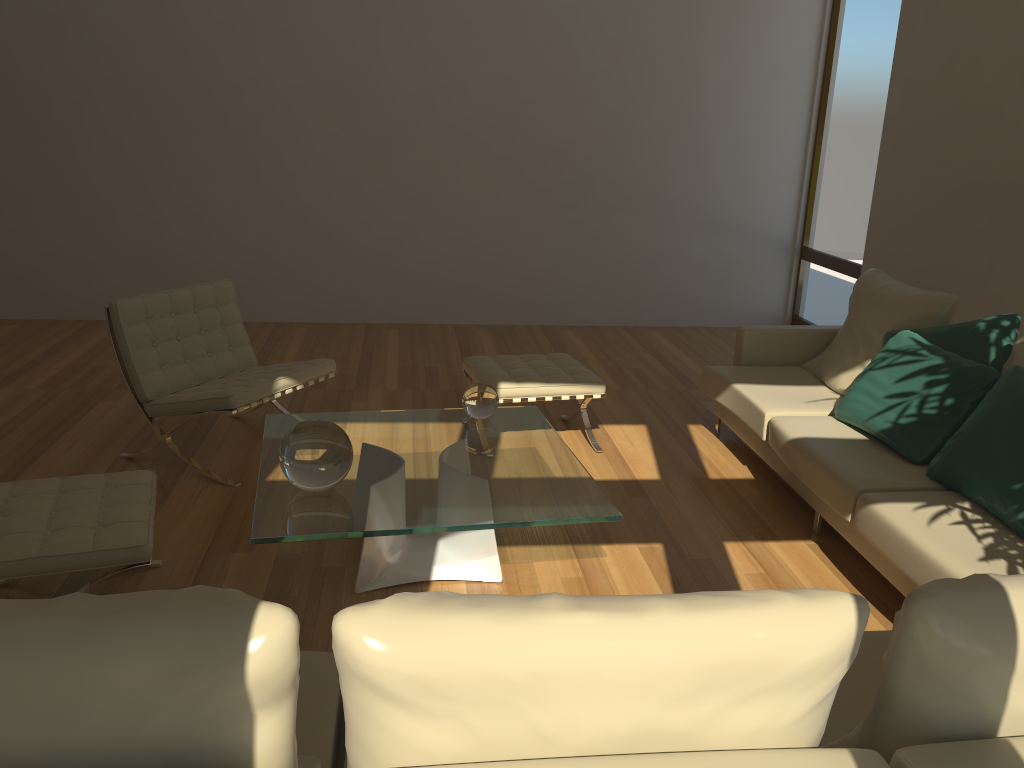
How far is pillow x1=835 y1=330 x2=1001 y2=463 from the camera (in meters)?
3.44

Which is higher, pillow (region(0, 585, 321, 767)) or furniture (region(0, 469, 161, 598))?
pillow (region(0, 585, 321, 767))

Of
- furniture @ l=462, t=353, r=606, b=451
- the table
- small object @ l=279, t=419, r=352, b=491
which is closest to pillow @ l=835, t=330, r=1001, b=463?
furniture @ l=462, t=353, r=606, b=451

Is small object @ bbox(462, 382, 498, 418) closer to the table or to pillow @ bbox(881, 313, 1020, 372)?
the table

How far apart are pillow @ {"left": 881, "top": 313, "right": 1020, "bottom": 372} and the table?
1.7m

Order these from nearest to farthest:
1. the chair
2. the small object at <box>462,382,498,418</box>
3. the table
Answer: the table → the small object at <box>462,382,498,418</box> → the chair

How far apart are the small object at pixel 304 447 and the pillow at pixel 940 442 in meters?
2.2

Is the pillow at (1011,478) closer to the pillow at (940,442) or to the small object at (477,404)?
the pillow at (940,442)

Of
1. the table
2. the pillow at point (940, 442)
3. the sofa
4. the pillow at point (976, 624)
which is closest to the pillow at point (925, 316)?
the sofa

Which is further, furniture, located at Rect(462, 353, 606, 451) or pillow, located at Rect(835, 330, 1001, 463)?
furniture, located at Rect(462, 353, 606, 451)
